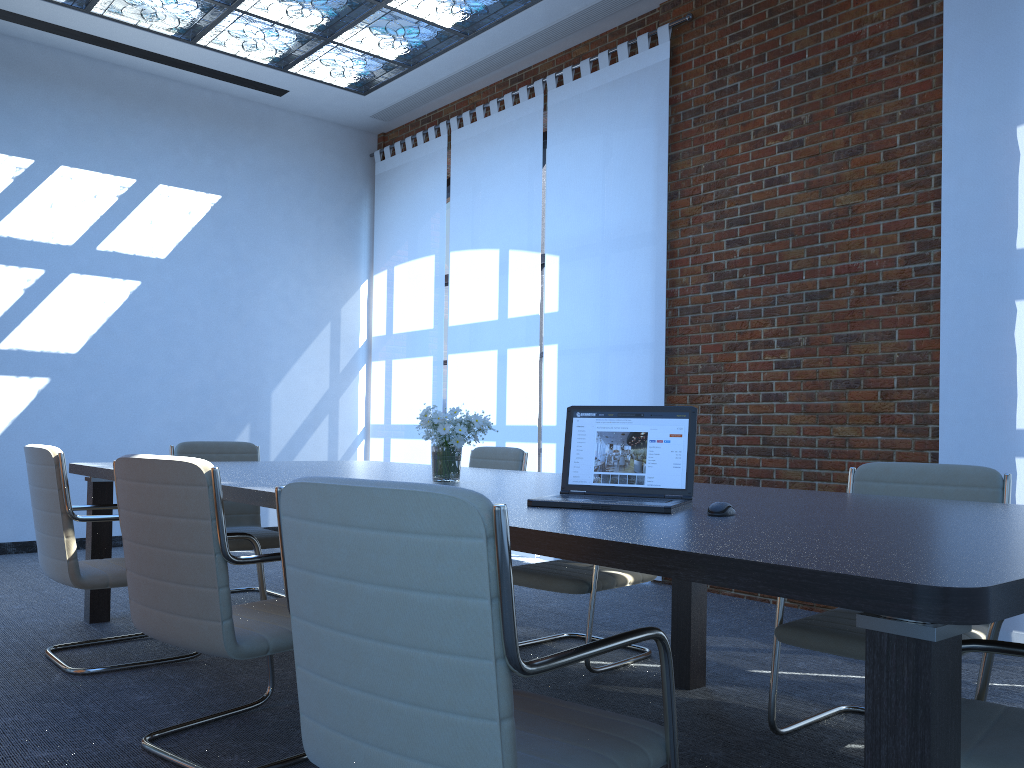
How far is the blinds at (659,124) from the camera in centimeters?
609cm

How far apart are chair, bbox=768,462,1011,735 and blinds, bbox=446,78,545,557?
3.74m

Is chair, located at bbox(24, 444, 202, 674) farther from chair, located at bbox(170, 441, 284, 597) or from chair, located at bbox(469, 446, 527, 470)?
chair, located at bbox(469, 446, 527, 470)

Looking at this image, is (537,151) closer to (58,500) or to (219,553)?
(58,500)

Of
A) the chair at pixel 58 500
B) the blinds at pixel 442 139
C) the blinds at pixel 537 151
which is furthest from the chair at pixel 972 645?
the blinds at pixel 442 139

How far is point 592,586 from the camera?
3.7 meters

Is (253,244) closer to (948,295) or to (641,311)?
(641,311)

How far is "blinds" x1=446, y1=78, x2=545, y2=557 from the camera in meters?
7.1 m

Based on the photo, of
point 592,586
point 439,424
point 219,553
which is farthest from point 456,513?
point 592,586

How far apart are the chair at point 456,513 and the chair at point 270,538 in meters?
3.1
